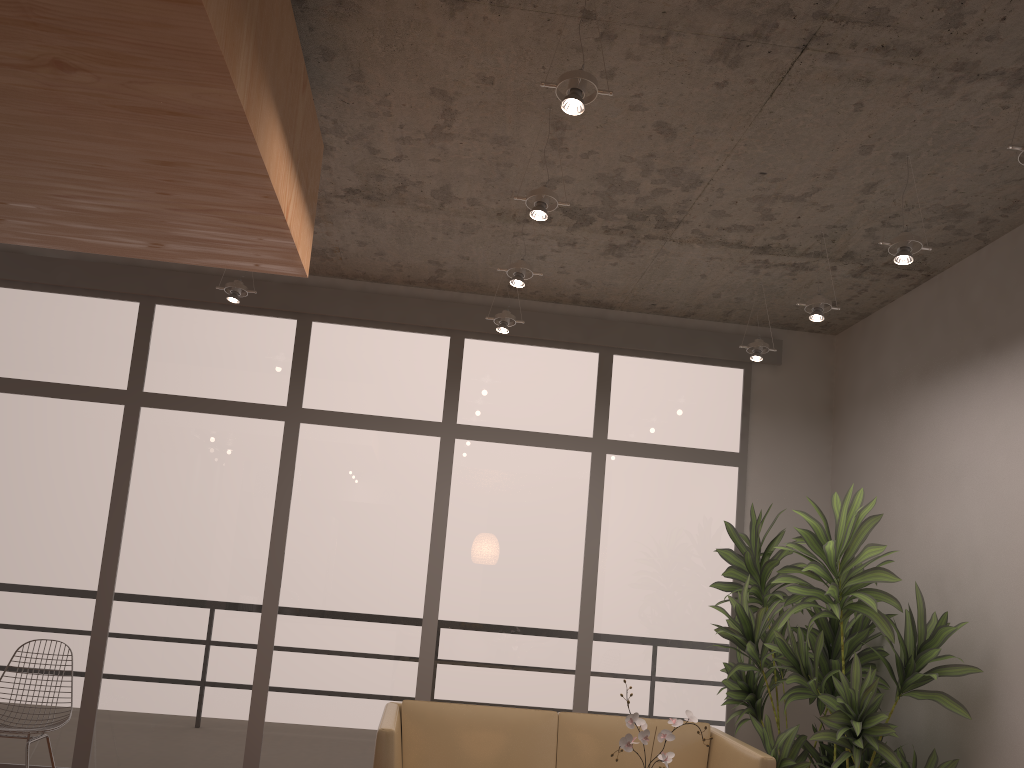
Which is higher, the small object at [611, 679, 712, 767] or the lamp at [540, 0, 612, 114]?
the lamp at [540, 0, 612, 114]

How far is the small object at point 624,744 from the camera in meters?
2.9

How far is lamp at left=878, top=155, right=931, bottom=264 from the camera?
3.7m

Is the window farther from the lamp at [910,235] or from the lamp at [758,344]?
the lamp at [910,235]

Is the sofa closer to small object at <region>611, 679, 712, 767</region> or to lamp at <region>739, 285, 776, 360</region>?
small object at <region>611, 679, 712, 767</region>

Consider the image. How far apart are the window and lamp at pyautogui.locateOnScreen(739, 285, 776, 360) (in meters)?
0.70

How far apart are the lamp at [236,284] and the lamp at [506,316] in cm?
150

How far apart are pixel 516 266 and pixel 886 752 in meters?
2.9

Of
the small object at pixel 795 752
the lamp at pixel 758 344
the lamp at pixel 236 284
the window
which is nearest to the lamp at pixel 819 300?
the lamp at pixel 758 344

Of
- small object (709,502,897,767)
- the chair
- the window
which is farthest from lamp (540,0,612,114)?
the chair
